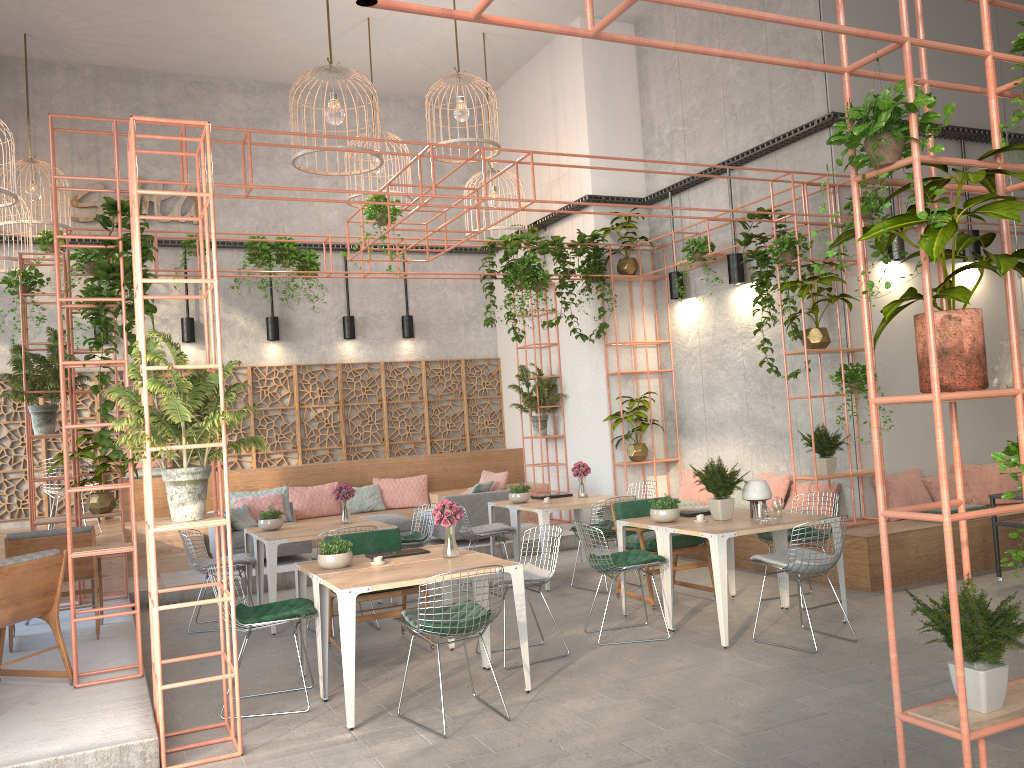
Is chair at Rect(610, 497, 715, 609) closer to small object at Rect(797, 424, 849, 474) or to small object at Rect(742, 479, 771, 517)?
small object at Rect(742, 479, 771, 517)

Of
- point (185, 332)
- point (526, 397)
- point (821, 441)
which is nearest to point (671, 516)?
point (821, 441)

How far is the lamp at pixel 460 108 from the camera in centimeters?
1061cm

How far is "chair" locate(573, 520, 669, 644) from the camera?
6.8 meters

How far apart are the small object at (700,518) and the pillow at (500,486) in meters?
5.0

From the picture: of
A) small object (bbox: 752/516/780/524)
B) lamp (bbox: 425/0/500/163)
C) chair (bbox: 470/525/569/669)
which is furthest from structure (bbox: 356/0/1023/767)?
lamp (bbox: 425/0/500/163)

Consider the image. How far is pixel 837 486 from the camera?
9.5 meters

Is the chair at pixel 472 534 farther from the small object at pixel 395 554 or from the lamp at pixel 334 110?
the lamp at pixel 334 110

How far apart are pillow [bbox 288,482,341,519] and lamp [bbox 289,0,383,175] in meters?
5.7

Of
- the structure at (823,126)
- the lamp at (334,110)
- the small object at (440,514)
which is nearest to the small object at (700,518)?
the small object at (440,514)
